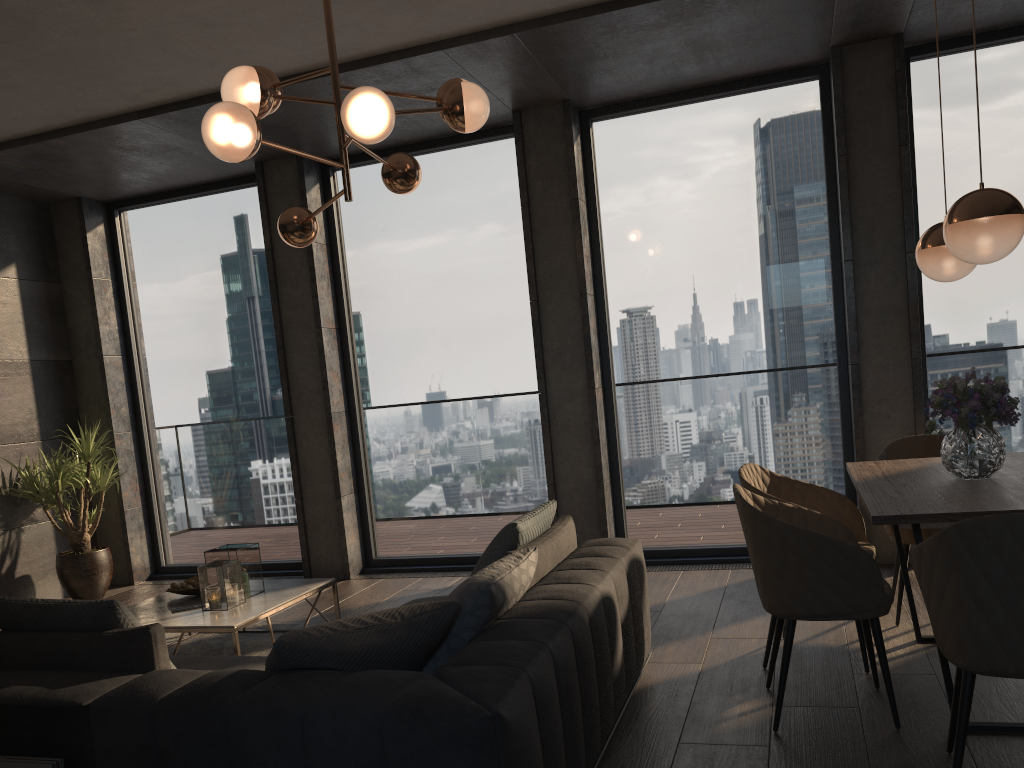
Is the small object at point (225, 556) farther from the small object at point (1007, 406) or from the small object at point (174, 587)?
the small object at point (1007, 406)

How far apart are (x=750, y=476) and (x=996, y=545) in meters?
1.6 m

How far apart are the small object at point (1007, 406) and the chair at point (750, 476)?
0.5 meters

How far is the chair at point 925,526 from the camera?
3.94m

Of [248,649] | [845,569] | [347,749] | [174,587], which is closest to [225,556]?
[174,587]

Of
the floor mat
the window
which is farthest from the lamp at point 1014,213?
the floor mat

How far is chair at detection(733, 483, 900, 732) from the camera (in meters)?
2.85

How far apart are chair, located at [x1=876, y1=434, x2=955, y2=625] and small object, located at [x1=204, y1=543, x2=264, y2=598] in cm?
309

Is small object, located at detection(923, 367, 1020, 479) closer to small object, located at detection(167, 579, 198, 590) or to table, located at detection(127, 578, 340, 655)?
table, located at detection(127, 578, 340, 655)

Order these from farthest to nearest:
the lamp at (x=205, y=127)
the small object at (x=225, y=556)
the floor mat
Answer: the floor mat < the small object at (x=225, y=556) < the lamp at (x=205, y=127)
